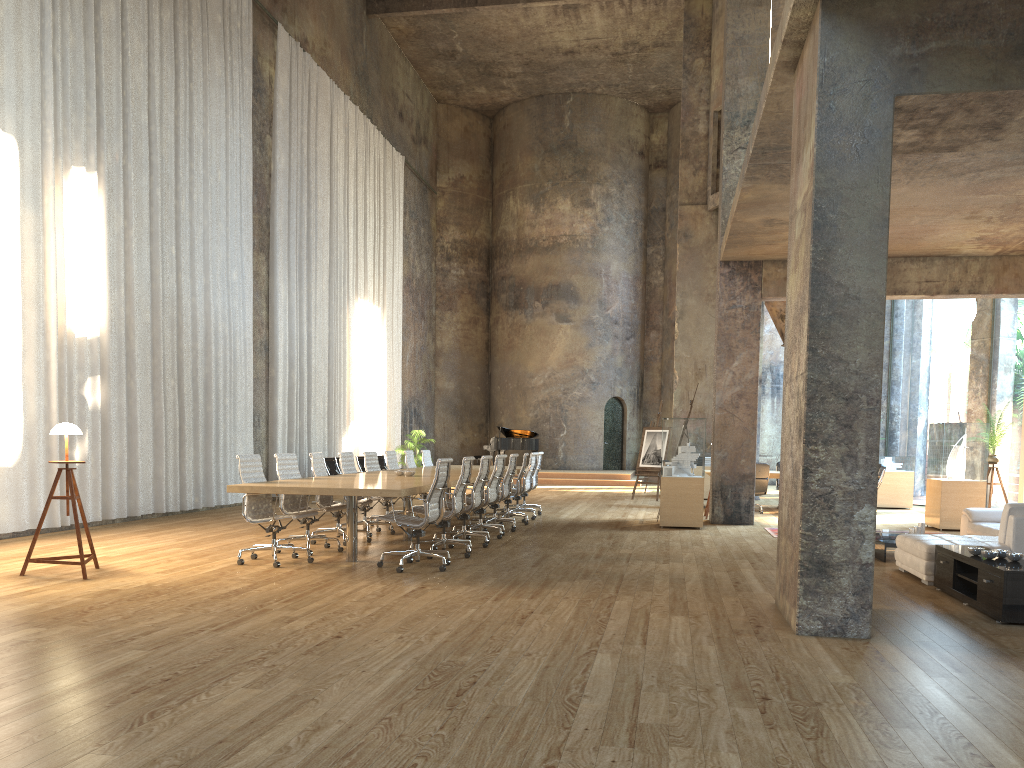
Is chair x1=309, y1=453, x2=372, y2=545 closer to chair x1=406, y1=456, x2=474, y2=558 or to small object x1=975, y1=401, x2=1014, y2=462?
chair x1=406, y1=456, x2=474, y2=558

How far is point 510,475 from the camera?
11.44m

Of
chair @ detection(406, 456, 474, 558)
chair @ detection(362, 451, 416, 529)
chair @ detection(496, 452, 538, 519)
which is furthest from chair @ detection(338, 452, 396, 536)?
chair @ detection(496, 452, 538, 519)

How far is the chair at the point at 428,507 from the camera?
7.8 meters

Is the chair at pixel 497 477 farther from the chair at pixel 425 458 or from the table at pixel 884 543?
the table at pixel 884 543

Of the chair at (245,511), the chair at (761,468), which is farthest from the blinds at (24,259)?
the chair at (761,468)

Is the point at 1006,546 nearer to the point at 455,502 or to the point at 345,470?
the point at 455,502

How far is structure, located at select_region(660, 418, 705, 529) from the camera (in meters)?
12.11

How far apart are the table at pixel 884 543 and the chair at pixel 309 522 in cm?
571

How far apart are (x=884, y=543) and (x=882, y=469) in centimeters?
694cm
